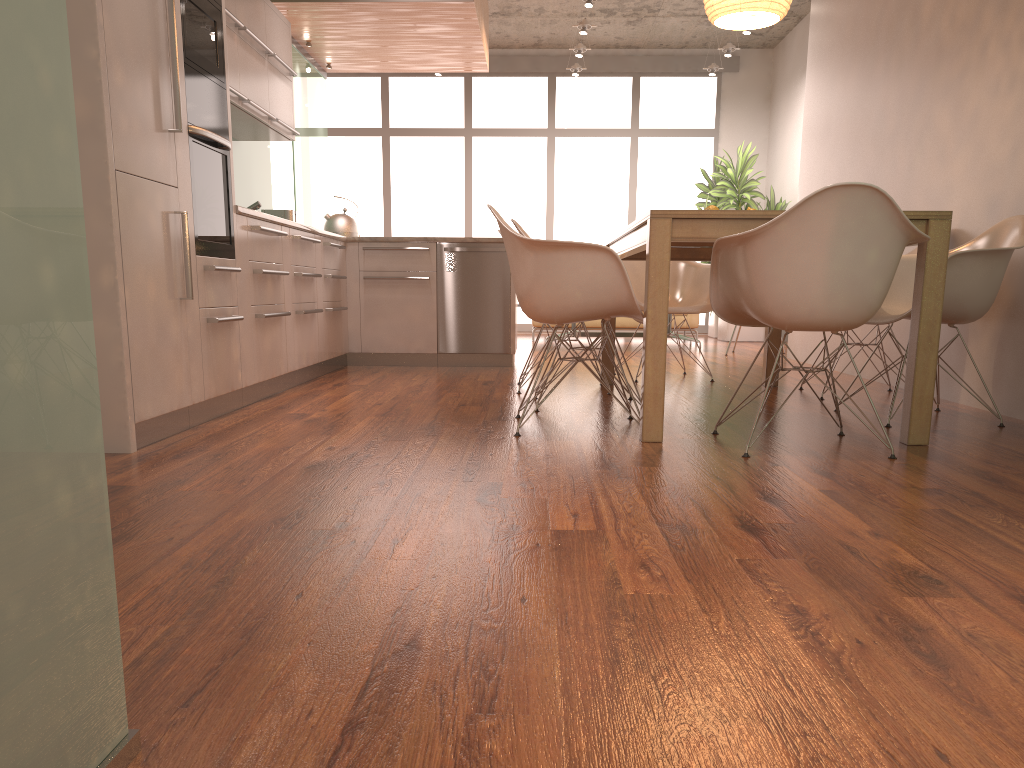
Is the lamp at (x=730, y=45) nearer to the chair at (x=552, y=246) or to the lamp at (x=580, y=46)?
the lamp at (x=580, y=46)

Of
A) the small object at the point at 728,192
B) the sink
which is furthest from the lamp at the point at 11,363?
the small object at the point at 728,192

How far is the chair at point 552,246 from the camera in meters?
Answer: 3.2 m

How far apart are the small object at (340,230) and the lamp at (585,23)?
3.6 meters

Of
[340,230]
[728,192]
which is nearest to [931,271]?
[340,230]

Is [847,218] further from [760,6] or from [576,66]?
[576,66]

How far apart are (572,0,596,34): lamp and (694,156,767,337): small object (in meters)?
2.72

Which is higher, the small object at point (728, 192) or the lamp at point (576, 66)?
the lamp at point (576, 66)

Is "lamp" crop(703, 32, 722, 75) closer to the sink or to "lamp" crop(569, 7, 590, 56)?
"lamp" crop(569, 7, 590, 56)

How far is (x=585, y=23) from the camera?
8.59m
